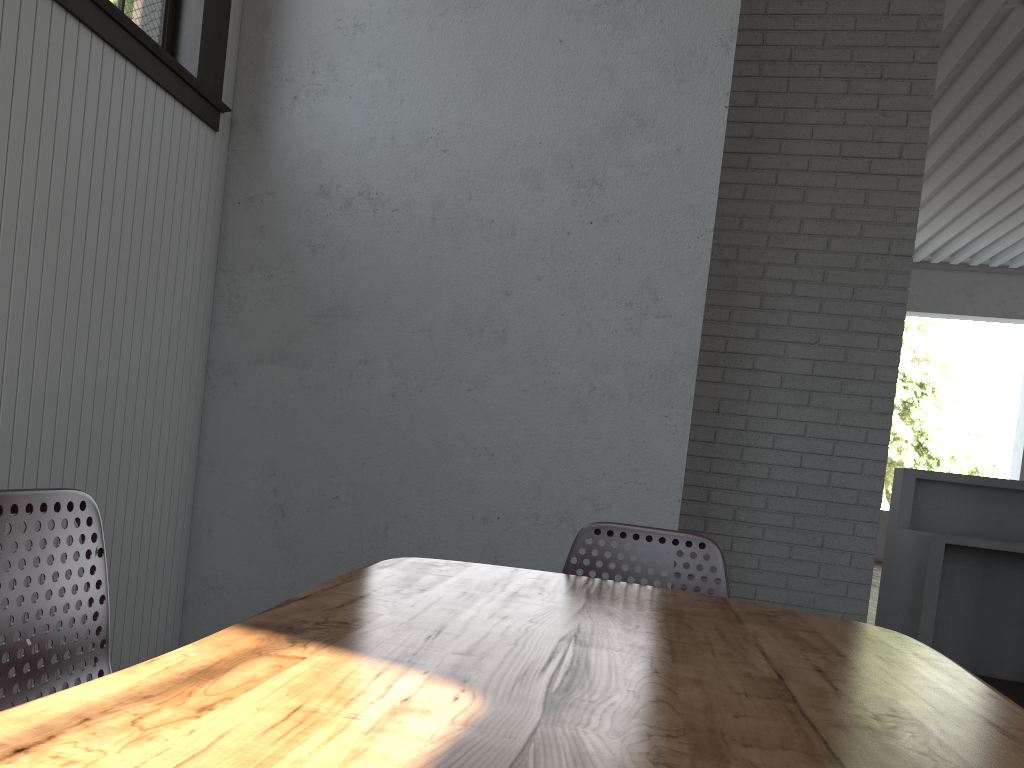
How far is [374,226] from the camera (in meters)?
2.95

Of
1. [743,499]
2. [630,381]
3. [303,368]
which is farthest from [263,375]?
[743,499]
